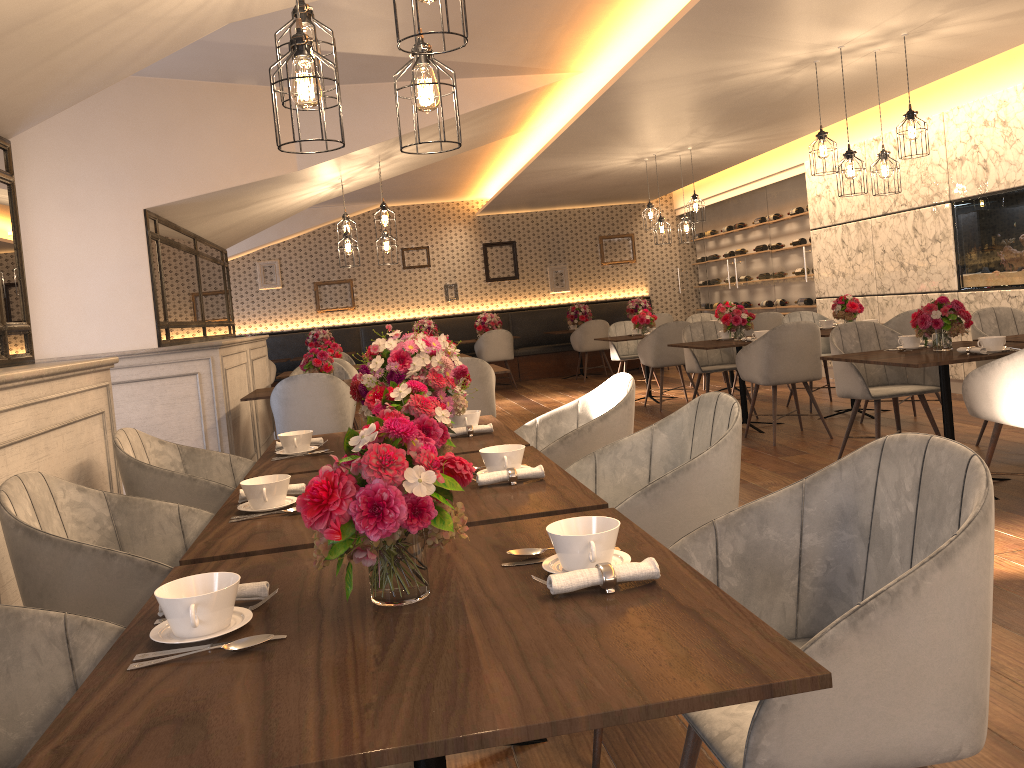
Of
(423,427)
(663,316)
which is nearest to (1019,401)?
(423,427)

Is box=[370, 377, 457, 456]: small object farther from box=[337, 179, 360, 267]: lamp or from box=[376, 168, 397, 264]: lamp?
box=[376, 168, 397, 264]: lamp

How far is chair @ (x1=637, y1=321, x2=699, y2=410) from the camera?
8.69m

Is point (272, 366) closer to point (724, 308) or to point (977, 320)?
point (724, 308)

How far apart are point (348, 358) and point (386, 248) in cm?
232

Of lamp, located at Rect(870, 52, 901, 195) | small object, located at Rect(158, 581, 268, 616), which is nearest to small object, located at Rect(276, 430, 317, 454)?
small object, located at Rect(158, 581, 268, 616)

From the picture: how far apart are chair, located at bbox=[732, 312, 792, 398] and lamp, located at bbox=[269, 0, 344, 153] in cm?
716

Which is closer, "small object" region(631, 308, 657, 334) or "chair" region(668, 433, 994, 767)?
"chair" region(668, 433, 994, 767)

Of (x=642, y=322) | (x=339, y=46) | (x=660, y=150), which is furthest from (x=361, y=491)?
(x=660, y=150)

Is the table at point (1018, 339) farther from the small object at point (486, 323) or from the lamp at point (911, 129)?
the small object at point (486, 323)
